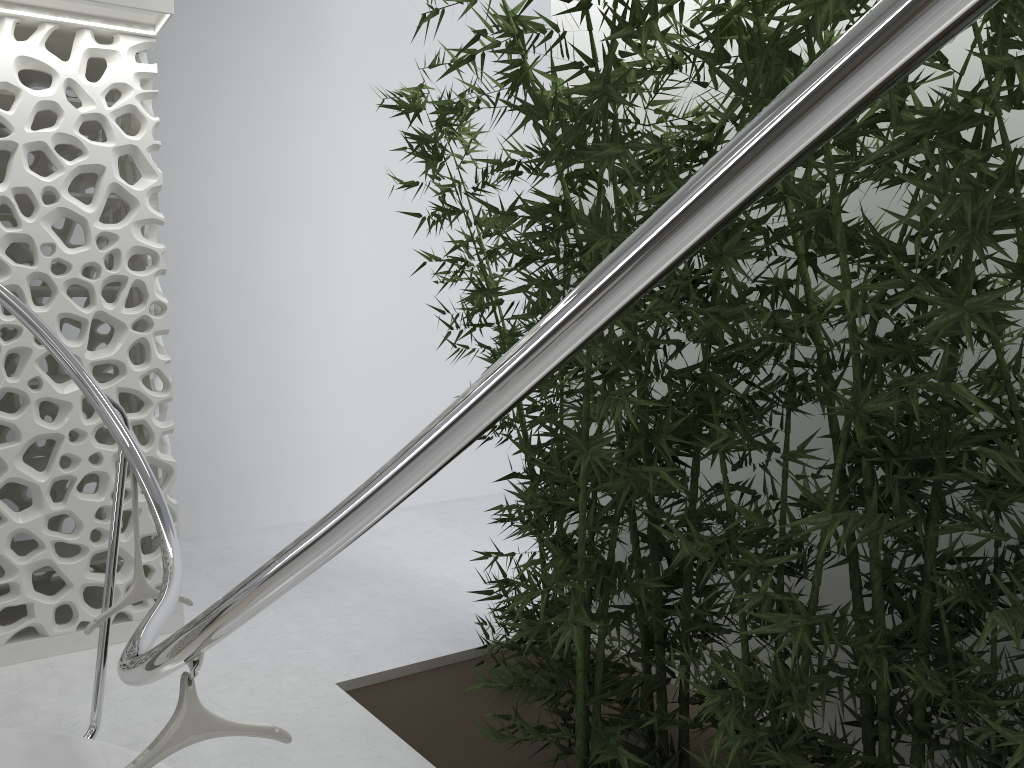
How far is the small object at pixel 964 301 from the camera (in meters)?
1.97

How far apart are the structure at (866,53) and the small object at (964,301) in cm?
97

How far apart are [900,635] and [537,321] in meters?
1.5

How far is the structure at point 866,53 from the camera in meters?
0.7 m

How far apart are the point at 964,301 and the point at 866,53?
1.5 meters

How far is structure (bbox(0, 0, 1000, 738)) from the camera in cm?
69

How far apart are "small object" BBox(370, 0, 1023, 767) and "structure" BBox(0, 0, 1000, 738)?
1.0 meters

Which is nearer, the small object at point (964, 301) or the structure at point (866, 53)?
the structure at point (866, 53)

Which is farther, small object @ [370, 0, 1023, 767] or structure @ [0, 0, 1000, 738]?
small object @ [370, 0, 1023, 767]
